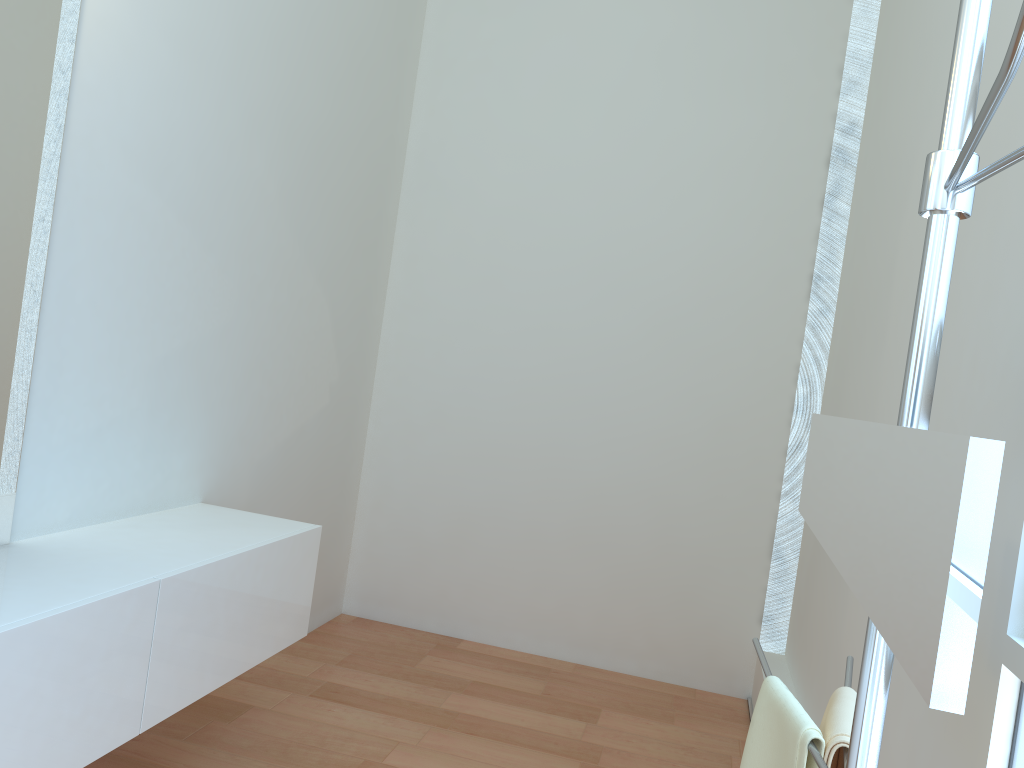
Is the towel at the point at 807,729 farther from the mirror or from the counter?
the counter

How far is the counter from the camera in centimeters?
176cm

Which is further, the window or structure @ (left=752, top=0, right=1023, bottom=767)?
the window

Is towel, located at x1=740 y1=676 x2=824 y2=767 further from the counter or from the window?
the counter

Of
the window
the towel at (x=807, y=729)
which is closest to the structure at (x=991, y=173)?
the towel at (x=807, y=729)

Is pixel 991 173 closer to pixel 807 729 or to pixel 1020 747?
pixel 807 729

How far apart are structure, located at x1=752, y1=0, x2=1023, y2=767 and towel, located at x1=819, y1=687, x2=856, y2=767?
0.0m

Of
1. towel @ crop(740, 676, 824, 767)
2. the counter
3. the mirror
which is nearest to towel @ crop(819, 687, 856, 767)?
towel @ crop(740, 676, 824, 767)

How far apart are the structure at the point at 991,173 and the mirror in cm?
2

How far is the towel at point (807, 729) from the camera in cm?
111
